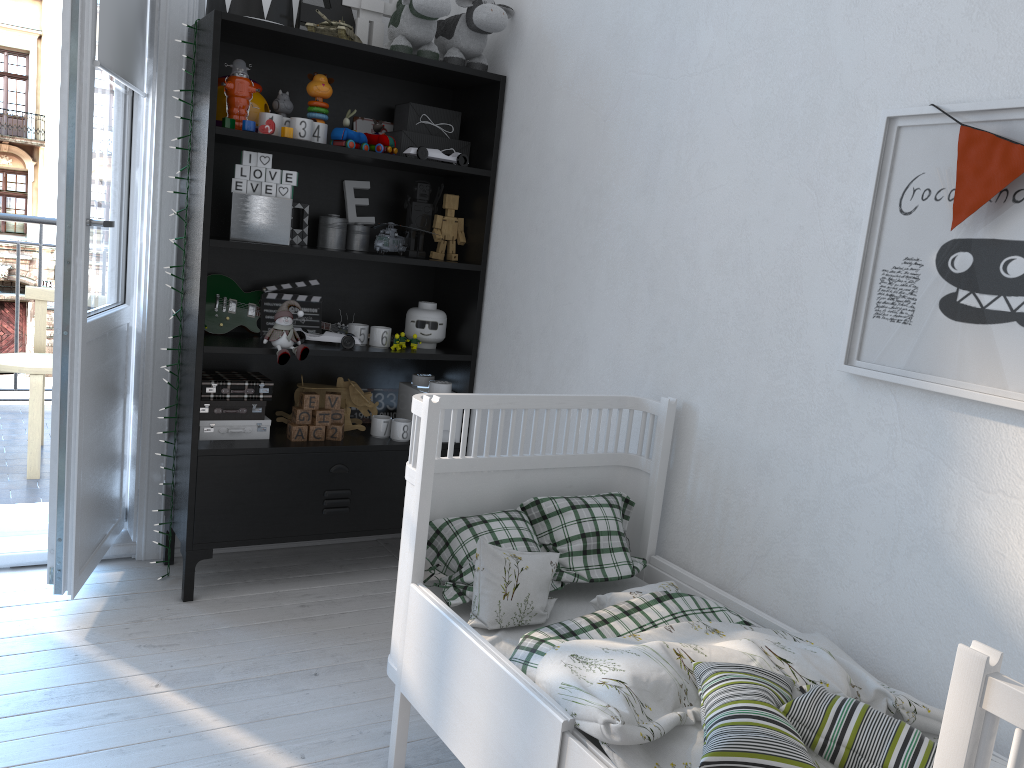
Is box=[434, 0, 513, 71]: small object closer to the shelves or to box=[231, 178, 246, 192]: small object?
the shelves

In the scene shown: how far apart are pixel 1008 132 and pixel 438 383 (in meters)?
1.91

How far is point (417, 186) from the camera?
2.98m

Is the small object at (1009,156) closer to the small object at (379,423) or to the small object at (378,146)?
the small object at (378,146)

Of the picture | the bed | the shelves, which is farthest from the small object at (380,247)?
the picture

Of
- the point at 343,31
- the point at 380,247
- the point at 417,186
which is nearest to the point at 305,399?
the point at 380,247

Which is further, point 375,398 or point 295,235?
point 375,398

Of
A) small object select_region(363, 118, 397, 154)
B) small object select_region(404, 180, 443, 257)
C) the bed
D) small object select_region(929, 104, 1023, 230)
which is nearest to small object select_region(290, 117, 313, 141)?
small object select_region(363, 118, 397, 154)

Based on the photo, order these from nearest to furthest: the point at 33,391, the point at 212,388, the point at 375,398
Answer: the point at 212,388, the point at 375,398, the point at 33,391

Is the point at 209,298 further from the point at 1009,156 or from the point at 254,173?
the point at 1009,156
